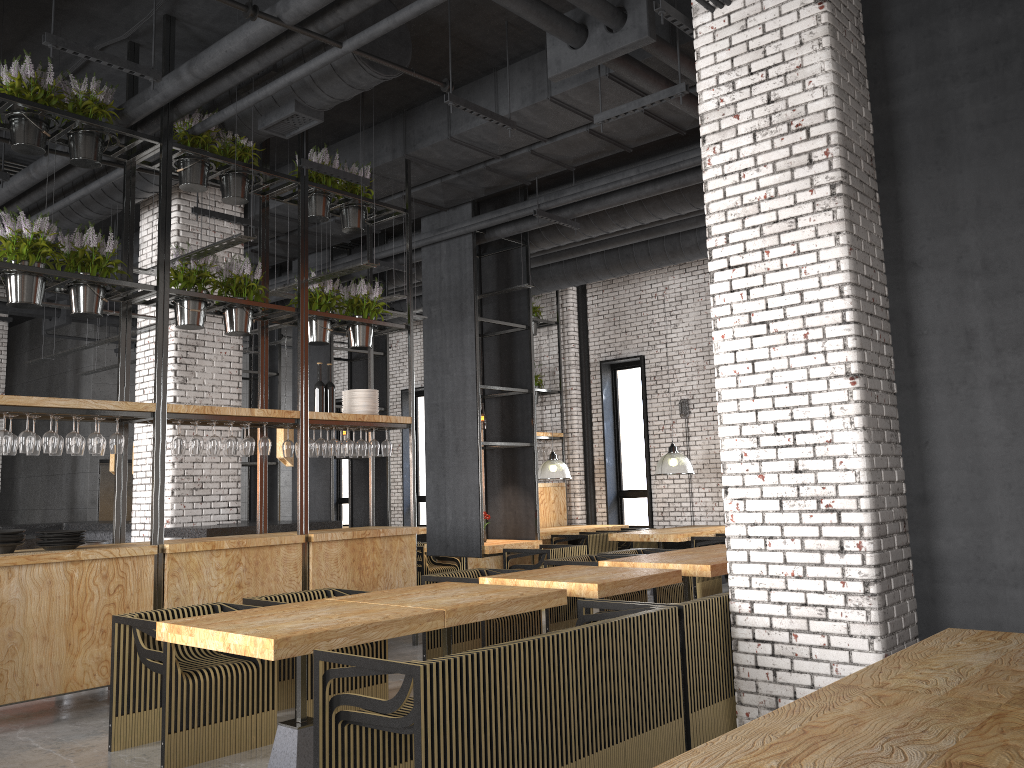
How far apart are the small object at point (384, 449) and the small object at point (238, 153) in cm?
242

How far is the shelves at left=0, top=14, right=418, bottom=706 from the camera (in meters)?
5.54

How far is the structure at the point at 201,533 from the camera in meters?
8.1

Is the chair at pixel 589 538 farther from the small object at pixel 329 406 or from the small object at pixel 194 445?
the small object at pixel 194 445

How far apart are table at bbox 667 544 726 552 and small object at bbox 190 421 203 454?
4.41m

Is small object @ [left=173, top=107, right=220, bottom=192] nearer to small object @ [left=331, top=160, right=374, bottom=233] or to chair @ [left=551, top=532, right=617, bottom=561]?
small object @ [left=331, top=160, right=374, bottom=233]

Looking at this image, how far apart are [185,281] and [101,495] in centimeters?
1043cm

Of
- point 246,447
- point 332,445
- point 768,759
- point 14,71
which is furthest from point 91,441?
point 768,759

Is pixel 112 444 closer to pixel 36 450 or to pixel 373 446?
pixel 36 450

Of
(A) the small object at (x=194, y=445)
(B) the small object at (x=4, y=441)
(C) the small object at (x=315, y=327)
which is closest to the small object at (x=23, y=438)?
(B) the small object at (x=4, y=441)
